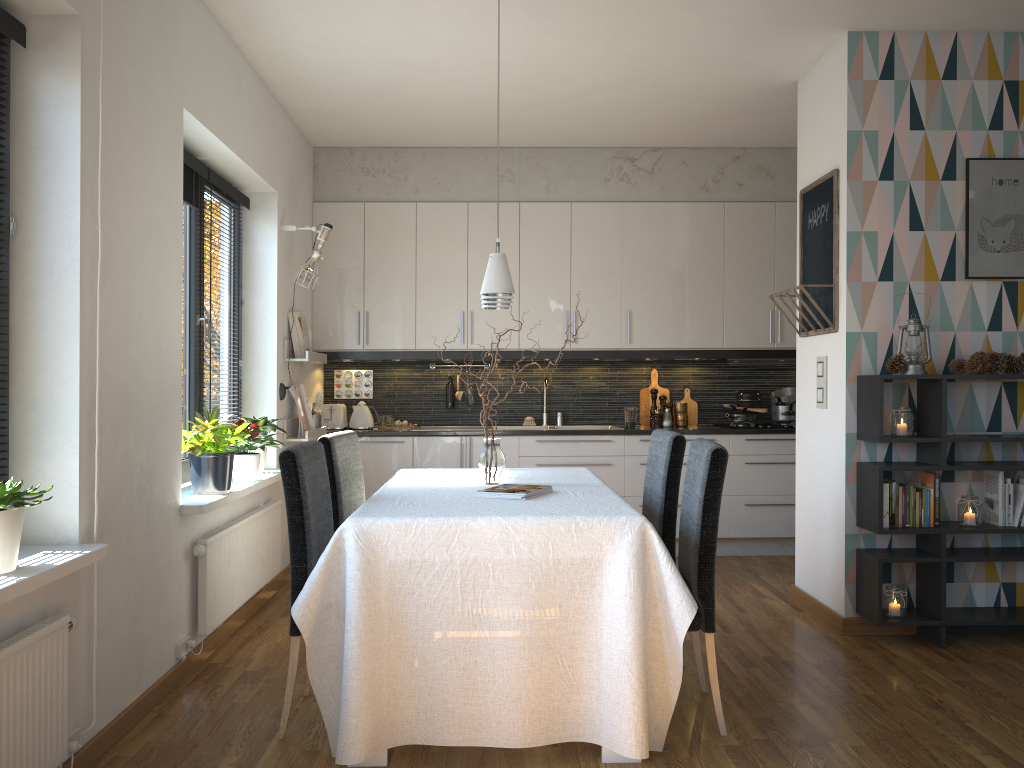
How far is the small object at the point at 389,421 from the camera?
6.27m

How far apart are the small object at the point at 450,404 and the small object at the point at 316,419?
1.1m

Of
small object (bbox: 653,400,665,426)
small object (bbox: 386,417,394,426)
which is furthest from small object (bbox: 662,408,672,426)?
small object (bbox: 386,417,394,426)

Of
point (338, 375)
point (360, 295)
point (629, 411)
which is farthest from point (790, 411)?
point (338, 375)

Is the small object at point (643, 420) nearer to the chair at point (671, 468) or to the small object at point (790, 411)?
the small object at point (790, 411)

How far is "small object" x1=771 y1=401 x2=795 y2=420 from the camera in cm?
625

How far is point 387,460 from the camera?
5.9 meters

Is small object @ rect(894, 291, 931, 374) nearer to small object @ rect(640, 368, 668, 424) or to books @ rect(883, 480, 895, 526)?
books @ rect(883, 480, 895, 526)

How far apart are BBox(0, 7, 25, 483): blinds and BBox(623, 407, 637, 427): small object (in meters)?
4.27

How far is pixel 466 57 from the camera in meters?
4.4 m
